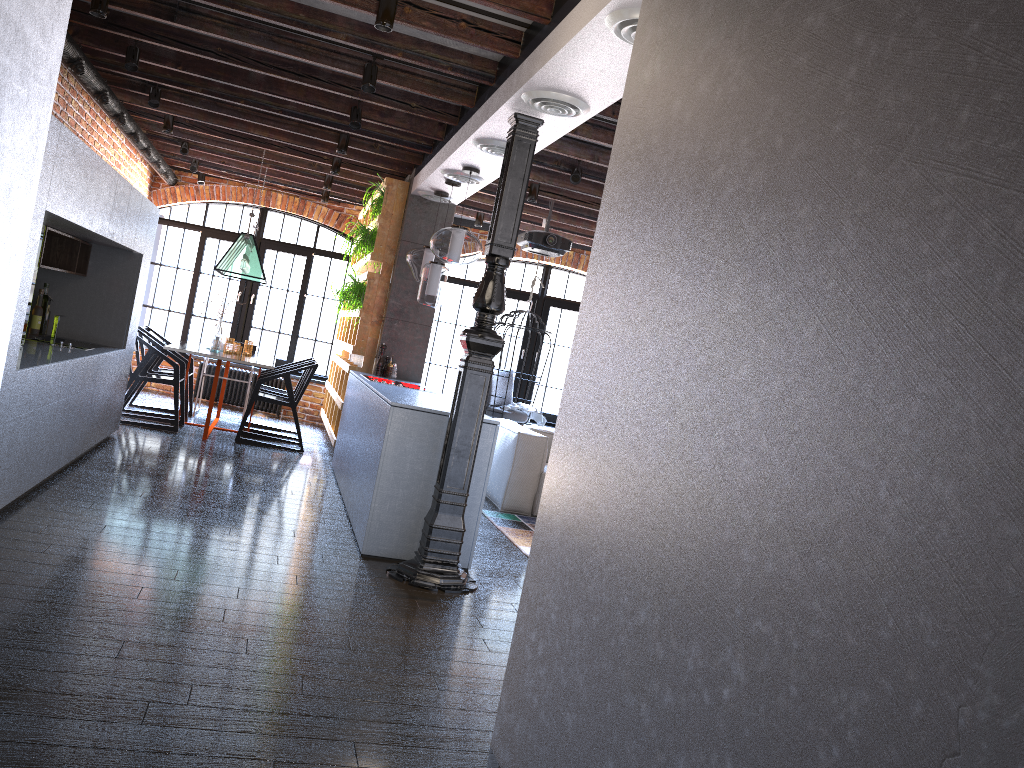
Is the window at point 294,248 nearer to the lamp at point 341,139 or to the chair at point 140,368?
the chair at point 140,368

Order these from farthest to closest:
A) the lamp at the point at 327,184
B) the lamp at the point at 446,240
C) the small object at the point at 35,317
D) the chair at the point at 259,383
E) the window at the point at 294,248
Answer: the window at the point at 294,248, the lamp at the point at 327,184, the chair at the point at 259,383, the small object at the point at 35,317, the lamp at the point at 446,240

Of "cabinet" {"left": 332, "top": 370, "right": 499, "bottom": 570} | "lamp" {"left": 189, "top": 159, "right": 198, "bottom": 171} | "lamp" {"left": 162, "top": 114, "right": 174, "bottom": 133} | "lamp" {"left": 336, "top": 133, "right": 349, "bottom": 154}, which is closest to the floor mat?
"cabinet" {"left": 332, "top": 370, "right": 499, "bottom": 570}

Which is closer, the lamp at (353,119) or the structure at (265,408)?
the lamp at (353,119)

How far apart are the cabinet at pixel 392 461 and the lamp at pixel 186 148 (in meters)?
3.19

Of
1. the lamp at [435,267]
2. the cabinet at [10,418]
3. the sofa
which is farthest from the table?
the sofa

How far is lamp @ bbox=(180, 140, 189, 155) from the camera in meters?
8.5

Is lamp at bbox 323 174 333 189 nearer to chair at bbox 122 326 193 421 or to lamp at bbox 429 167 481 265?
chair at bbox 122 326 193 421

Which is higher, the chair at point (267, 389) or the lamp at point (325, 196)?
the lamp at point (325, 196)

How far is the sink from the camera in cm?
565
